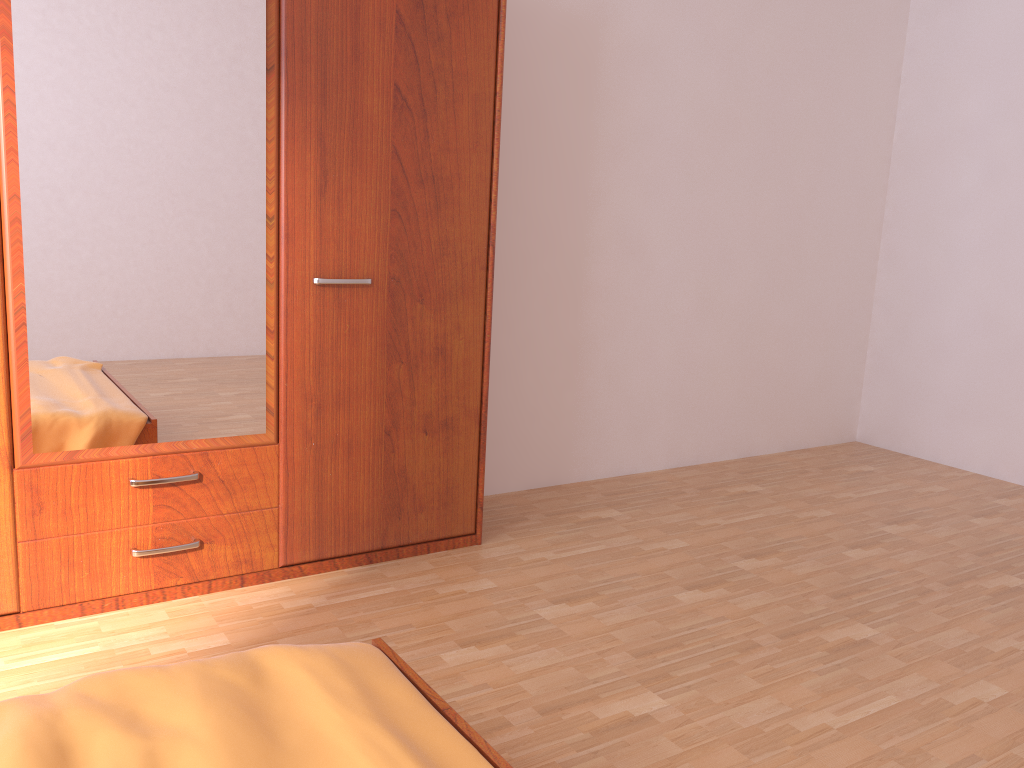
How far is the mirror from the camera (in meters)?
2.14

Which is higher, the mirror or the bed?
the mirror

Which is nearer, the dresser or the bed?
the bed

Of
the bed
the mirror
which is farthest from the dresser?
the bed

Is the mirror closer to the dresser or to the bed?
the dresser

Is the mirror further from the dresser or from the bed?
the bed

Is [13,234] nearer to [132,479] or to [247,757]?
[132,479]

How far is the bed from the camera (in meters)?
1.25

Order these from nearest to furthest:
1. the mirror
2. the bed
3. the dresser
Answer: the bed, the mirror, the dresser

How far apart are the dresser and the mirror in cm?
2
